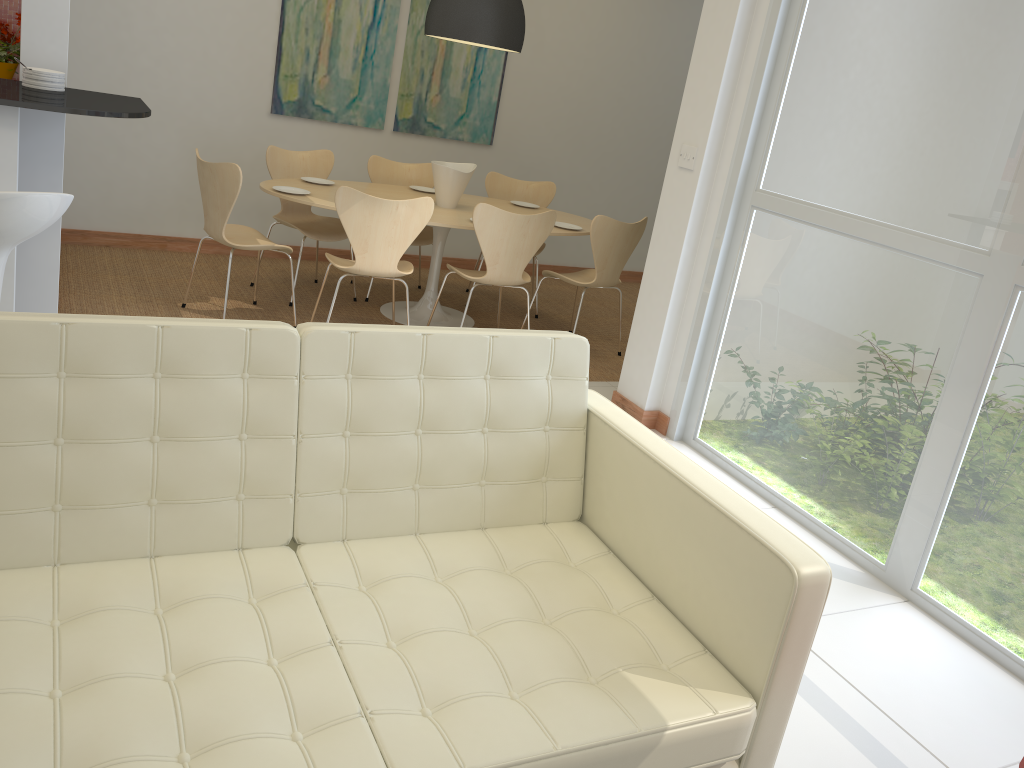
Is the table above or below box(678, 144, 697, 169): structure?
below

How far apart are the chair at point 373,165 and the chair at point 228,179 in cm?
108

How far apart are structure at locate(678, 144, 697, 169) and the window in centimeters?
20cm

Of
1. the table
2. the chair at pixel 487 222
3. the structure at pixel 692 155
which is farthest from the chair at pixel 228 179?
the structure at pixel 692 155

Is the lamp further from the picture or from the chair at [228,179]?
the chair at [228,179]

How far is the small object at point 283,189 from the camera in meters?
5.0

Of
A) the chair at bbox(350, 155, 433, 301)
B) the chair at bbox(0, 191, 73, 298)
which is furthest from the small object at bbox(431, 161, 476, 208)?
the chair at bbox(0, 191, 73, 298)

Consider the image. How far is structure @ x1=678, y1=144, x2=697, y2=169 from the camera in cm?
409

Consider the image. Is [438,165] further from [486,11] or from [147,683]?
[147,683]

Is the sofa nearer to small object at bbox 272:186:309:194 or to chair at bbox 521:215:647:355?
chair at bbox 521:215:647:355
